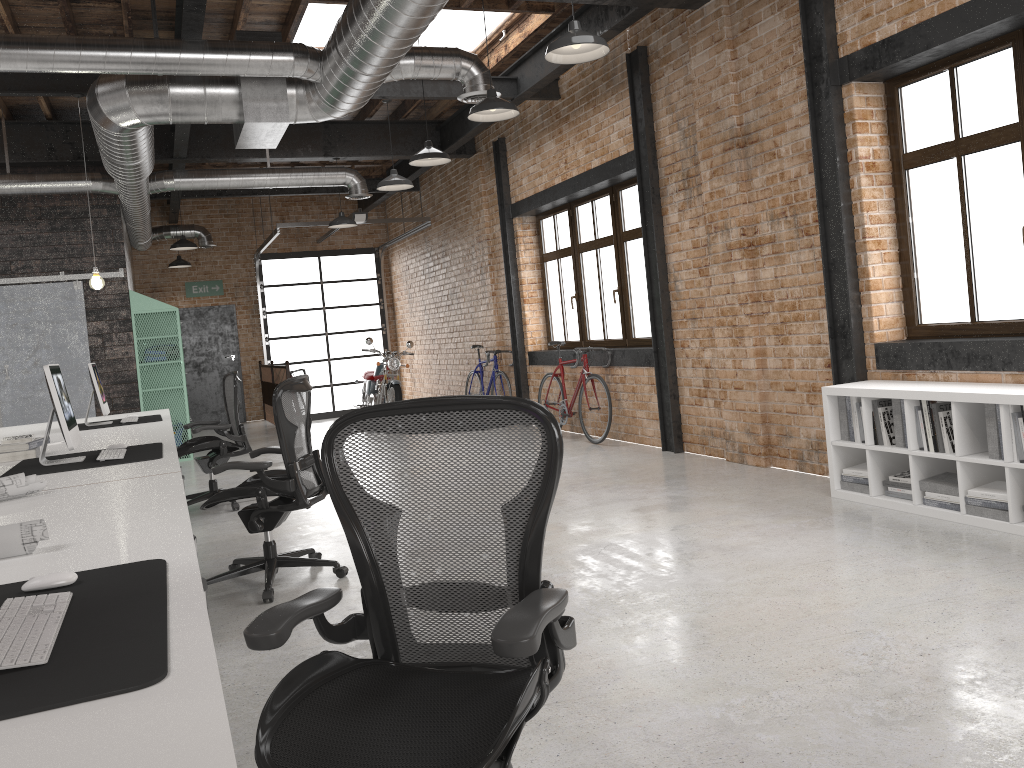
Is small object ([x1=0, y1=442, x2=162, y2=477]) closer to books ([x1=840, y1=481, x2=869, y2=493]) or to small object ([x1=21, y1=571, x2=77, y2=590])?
small object ([x1=21, y1=571, x2=77, y2=590])

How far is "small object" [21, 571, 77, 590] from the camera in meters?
1.8 m

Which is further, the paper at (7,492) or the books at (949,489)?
the books at (949,489)

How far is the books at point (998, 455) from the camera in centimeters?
441cm

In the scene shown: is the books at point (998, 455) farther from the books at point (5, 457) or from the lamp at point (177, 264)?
the lamp at point (177, 264)

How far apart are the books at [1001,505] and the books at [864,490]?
0.75m

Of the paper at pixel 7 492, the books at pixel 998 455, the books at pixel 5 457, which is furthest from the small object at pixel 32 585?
the books at pixel 998 455

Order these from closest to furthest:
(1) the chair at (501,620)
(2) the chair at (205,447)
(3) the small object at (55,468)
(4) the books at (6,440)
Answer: (1) the chair at (501,620)
(3) the small object at (55,468)
(4) the books at (6,440)
(2) the chair at (205,447)

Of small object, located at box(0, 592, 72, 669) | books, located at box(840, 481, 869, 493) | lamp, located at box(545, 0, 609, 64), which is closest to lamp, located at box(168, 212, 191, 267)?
lamp, located at box(545, 0, 609, 64)

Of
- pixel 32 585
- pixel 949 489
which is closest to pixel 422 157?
pixel 949 489
